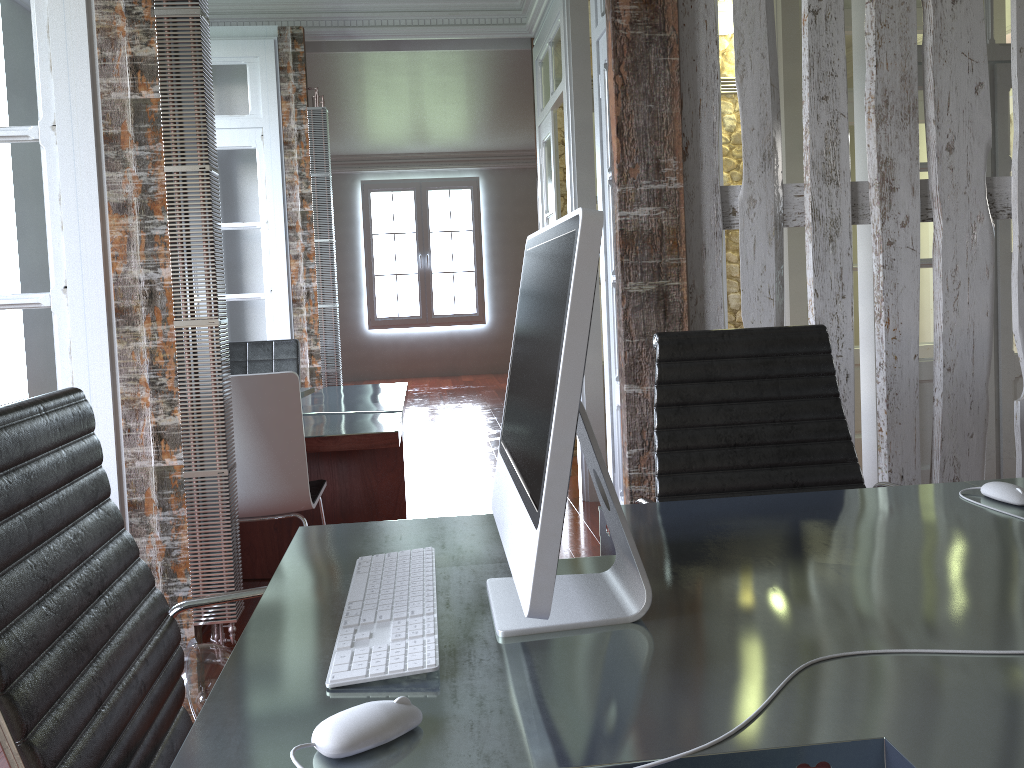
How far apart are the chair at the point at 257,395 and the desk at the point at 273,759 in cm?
120

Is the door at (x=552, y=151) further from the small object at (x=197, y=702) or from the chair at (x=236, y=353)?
the small object at (x=197, y=702)

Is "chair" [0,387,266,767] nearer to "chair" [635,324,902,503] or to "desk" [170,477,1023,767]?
"desk" [170,477,1023,767]

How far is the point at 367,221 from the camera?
11.7 meters

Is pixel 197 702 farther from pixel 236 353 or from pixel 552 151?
pixel 552 151

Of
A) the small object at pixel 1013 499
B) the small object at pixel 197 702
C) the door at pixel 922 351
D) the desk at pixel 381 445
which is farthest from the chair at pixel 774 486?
the door at pixel 922 351

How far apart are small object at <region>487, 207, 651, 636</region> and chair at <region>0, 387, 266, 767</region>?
0.4 meters

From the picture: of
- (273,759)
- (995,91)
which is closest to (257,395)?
(273,759)

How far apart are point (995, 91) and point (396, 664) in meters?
4.2 m

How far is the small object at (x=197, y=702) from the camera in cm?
212
